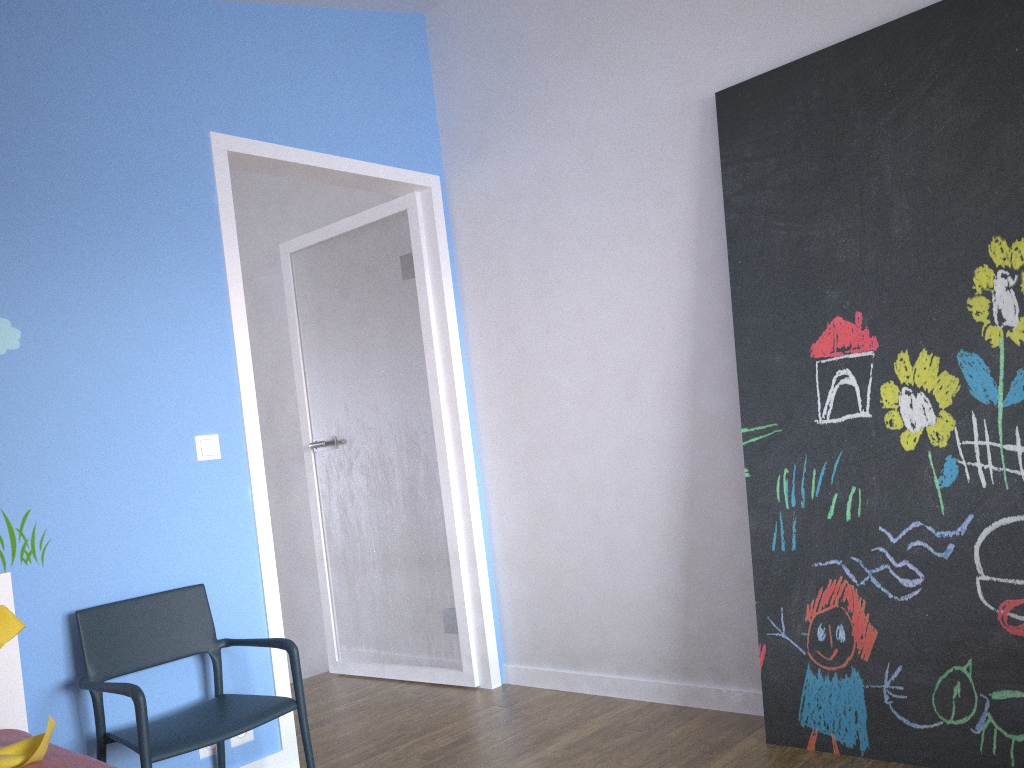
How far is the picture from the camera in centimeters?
225cm

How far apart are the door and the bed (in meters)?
0.77

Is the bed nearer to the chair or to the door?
the chair

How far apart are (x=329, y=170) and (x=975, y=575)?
2.5m

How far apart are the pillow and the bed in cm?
1

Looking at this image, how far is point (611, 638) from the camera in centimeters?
325cm

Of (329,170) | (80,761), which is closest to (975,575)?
(80,761)

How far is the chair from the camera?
2.22m

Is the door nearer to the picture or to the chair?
the chair

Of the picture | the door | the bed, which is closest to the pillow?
the bed
